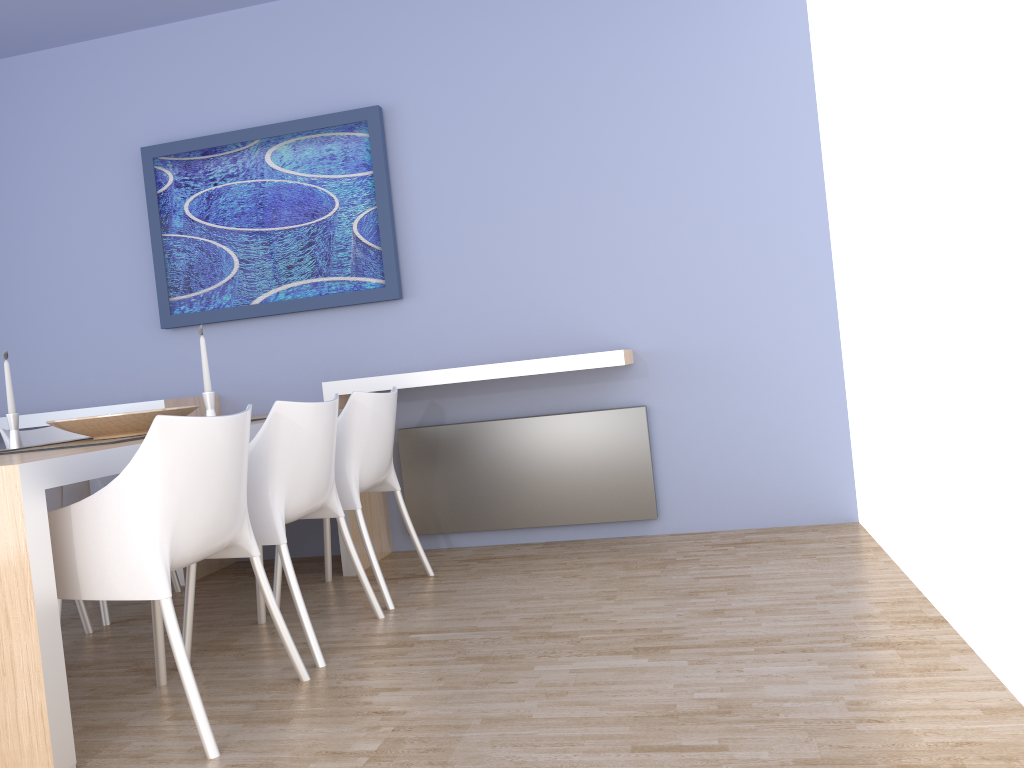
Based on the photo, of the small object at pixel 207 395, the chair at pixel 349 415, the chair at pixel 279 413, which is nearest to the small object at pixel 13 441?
the small object at pixel 207 395

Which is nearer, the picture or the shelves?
the shelves

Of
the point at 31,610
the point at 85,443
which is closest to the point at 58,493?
the point at 85,443

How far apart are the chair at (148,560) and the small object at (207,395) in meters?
0.6 m

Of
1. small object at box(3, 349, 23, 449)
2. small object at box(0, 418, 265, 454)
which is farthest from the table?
small object at box(3, 349, 23, 449)

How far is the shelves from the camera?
3.6 meters

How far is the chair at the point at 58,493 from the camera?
3.28m

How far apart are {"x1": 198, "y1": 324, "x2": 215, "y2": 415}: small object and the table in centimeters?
14cm

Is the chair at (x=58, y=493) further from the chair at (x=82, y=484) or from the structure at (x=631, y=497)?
the structure at (x=631, y=497)

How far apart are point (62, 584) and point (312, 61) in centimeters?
294cm
